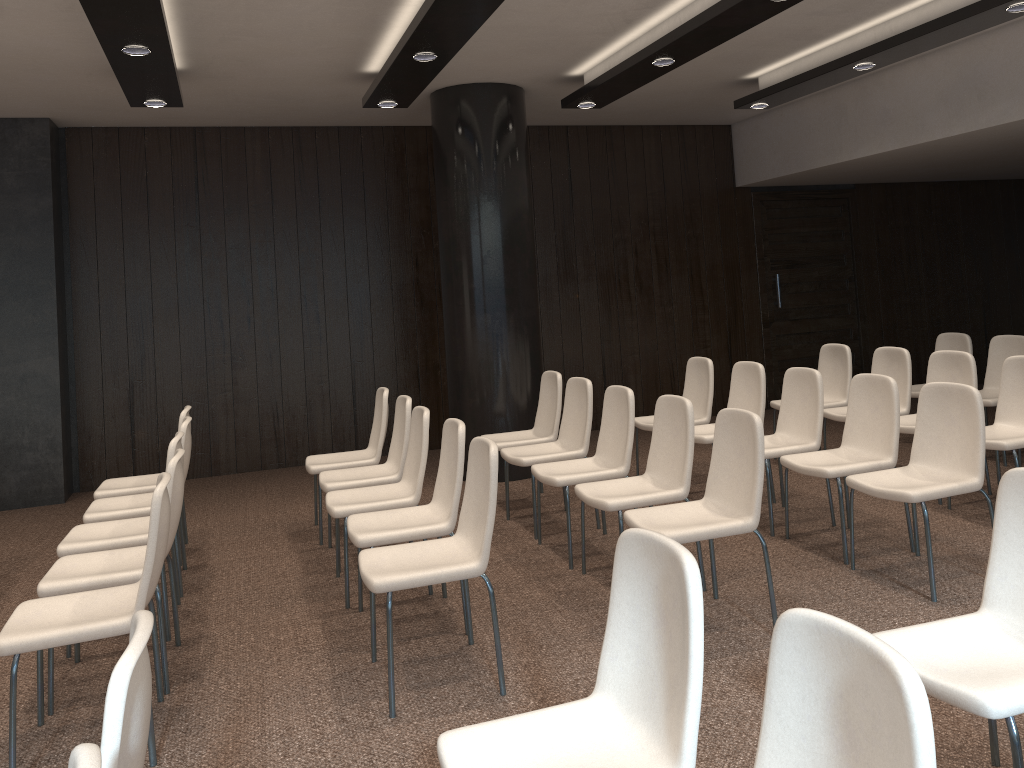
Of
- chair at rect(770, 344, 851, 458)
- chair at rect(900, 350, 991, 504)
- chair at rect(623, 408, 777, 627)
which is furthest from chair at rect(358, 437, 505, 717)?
chair at rect(770, 344, 851, 458)

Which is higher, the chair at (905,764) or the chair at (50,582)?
the chair at (905,764)

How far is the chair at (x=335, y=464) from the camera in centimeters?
564cm

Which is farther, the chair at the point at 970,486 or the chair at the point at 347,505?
the chair at the point at 347,505

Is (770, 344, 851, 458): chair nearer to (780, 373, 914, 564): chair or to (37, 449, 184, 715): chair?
(780, 373, 914, 564): chair

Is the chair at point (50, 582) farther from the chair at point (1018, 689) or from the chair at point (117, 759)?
the chair at point (1018, 689)

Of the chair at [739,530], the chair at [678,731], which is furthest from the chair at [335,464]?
the chair at [678,731]

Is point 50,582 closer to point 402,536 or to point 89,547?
point 89,547

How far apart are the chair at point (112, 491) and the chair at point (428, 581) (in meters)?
2.25

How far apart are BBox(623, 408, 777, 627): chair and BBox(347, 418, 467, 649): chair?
0.78m
